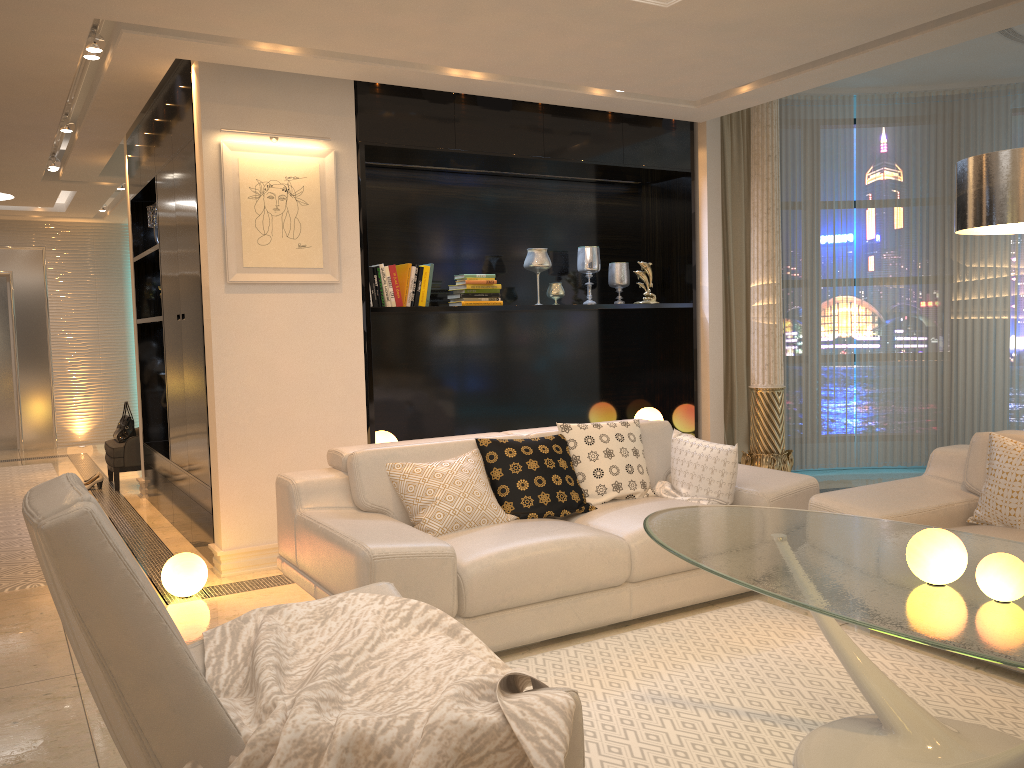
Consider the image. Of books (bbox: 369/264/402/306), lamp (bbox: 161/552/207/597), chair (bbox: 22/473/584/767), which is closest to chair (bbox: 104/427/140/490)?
books (bbox: 369/264/402/306)

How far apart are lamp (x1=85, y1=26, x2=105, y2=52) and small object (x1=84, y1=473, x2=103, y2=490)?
4.23m

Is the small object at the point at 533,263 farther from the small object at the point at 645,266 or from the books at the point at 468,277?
the small object at the point at 645,266

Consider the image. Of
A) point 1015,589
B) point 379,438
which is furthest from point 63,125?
point 1015,589

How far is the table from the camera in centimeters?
201cm

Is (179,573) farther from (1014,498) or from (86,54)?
(1014,498)

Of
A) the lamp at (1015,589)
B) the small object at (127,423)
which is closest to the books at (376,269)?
the small object at (127,423)

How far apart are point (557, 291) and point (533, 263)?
0.3m

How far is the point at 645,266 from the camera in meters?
6.1 m

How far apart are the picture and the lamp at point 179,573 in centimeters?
141cm
